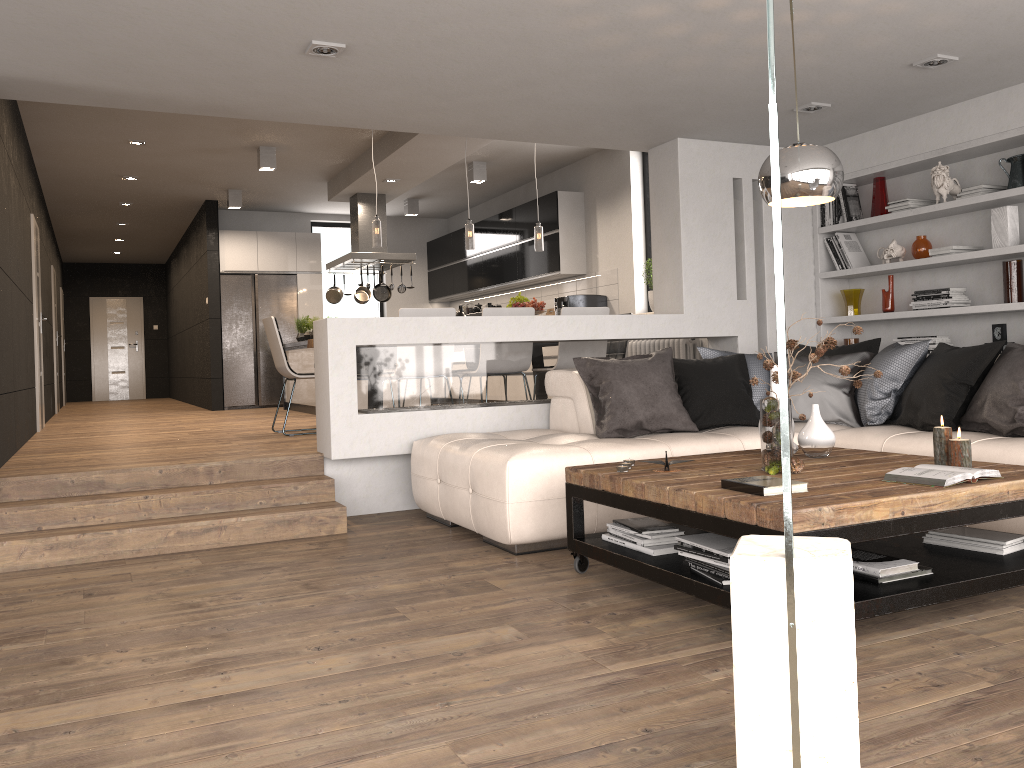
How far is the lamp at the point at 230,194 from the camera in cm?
1080

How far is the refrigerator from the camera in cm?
1164

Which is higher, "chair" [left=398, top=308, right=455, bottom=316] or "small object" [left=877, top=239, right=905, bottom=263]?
"small object" [left=877, top=239, right=905, bottom=263]

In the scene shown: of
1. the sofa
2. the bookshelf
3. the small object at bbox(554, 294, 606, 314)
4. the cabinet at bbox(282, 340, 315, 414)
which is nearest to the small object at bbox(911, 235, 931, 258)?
the bookshelf

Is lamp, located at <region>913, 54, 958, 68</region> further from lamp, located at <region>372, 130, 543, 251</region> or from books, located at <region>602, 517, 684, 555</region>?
lamp, located at <region>372, 130, 543, 251</region>

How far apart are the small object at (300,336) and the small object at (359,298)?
0.8 meters

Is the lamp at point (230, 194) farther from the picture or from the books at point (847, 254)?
the picture

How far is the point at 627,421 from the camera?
4.8m

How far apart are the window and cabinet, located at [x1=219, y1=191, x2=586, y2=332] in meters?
0.8 m

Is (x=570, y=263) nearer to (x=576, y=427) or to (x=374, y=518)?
(x=576, y=427)
